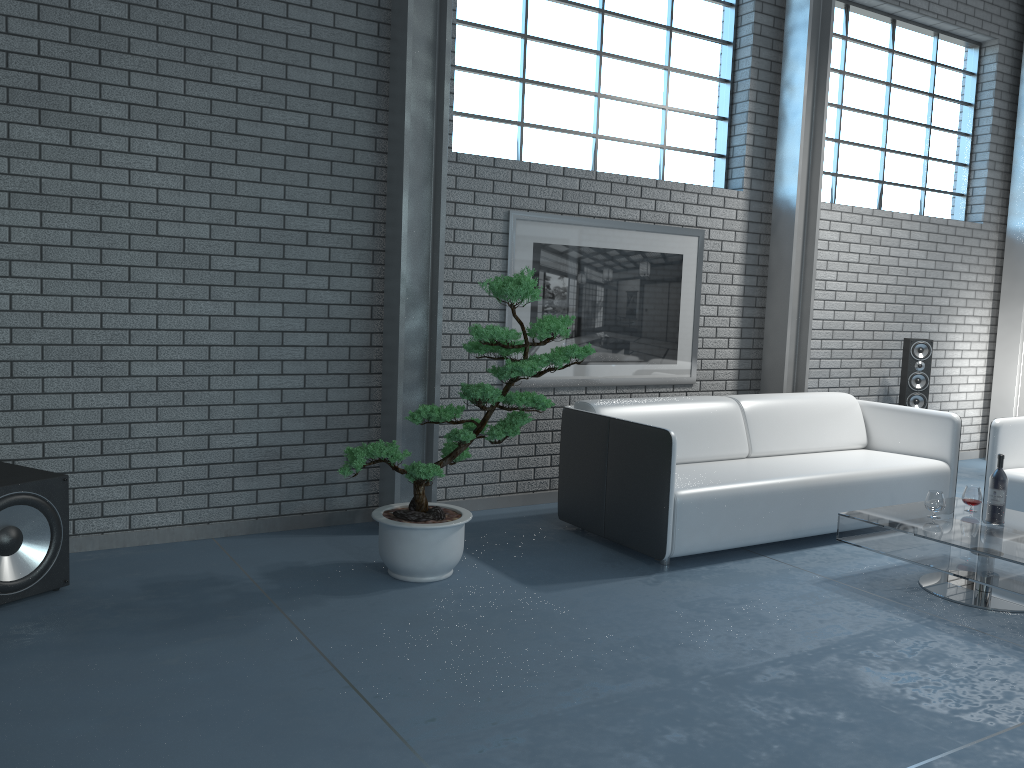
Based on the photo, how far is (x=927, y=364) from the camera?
6.41m

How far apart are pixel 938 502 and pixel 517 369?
2.04m

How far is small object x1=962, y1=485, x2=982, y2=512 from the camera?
4.18m

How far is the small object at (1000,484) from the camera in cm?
395

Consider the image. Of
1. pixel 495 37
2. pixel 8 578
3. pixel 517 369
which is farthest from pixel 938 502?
pixel 8 578

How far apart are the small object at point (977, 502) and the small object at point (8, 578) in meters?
4.0 m

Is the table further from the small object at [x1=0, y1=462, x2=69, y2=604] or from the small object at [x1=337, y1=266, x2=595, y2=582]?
the small object at [x1=0, y1=462, x2=69, y2=604]

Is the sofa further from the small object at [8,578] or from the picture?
the small object at [8,578]

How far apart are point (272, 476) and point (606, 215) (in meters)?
2.50

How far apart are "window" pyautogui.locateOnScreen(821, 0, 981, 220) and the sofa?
1.8m
